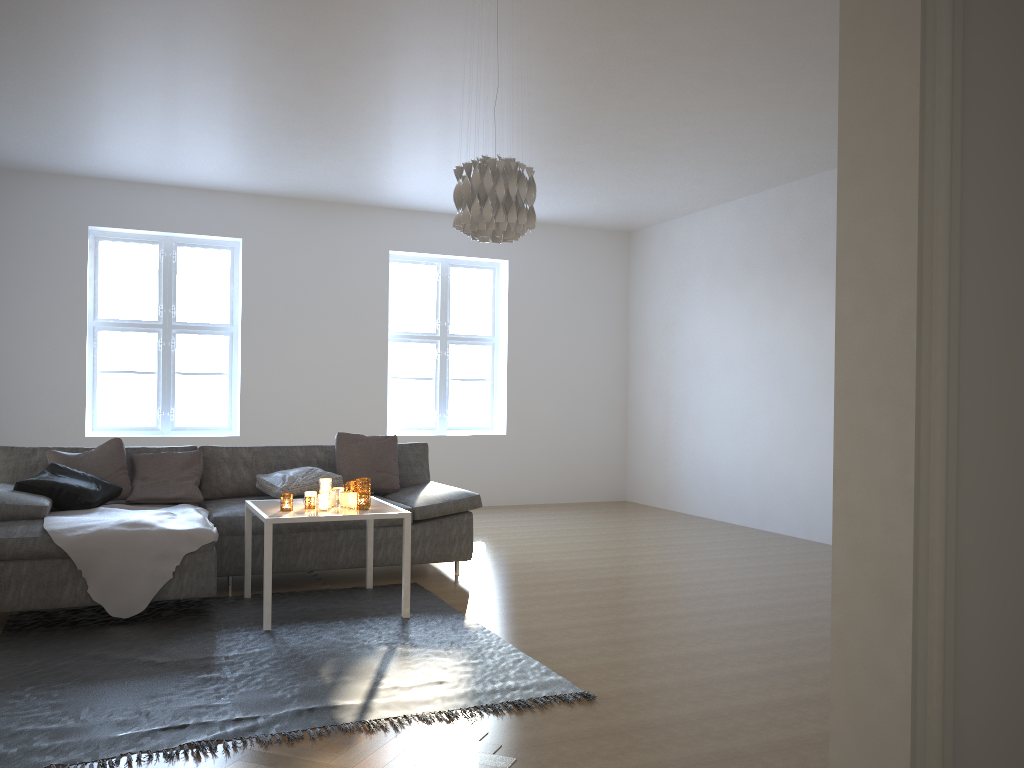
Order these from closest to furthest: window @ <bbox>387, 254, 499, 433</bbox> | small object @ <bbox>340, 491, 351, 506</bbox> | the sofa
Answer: the sofa
small object @ <bbox>340, 491, 351, 506</bbox>
window @ <bbox>387, 254, 499, 433</bbox>

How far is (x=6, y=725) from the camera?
2.8m

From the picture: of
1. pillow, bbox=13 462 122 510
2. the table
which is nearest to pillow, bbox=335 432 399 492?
the table

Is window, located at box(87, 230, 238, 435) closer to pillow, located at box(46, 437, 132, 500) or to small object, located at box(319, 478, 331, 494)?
pillow, located at box(46, 437, 132, 500)

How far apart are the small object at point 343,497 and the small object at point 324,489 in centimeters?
12cm

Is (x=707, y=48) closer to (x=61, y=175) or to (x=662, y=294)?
(x=662, y=294)

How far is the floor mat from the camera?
2.8 meters

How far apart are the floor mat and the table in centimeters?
3cm

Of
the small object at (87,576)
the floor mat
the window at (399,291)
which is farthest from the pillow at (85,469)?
the window at (399,291)

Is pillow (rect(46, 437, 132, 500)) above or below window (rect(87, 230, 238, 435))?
below
